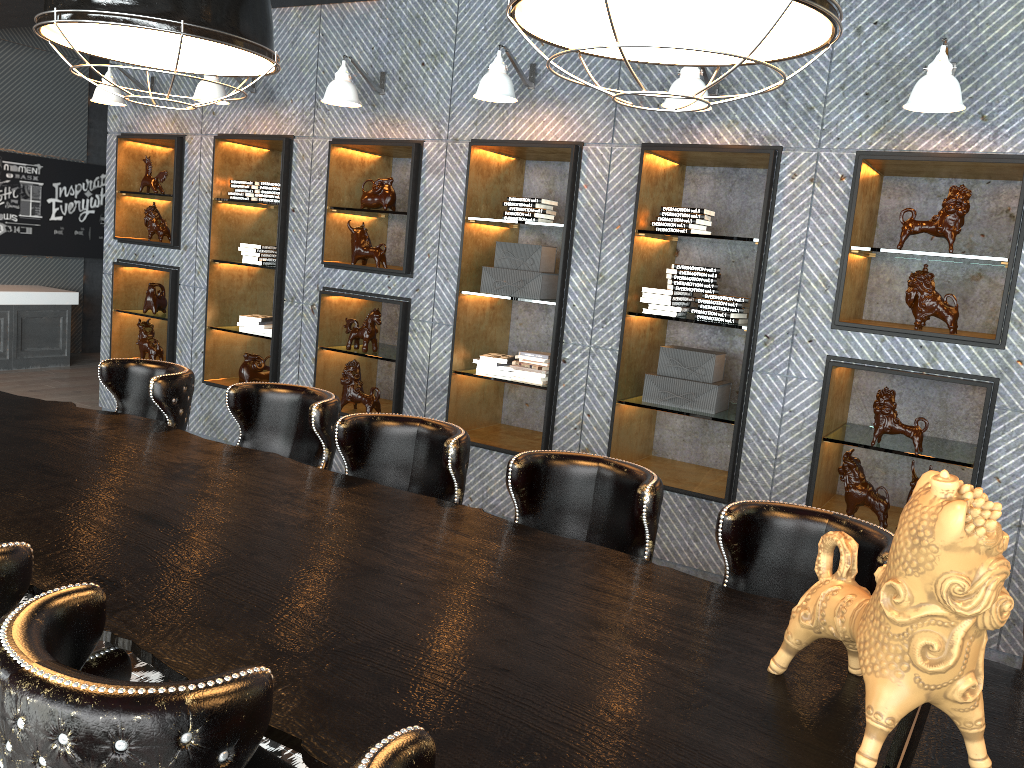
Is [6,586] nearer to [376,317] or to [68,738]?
[68,738]

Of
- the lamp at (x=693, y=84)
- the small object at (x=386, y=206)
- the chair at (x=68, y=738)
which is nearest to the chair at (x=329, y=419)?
the chair at (x=68, y=738)

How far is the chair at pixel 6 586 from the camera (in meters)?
1.66

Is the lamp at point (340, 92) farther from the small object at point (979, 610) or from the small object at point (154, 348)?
the small object at point (979, 610)

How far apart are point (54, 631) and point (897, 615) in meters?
1.4

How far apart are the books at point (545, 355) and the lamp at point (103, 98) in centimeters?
363cm

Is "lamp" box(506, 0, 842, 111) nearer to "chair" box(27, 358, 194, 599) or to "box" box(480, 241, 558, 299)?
"chair" box(27, 358, 194, 599)

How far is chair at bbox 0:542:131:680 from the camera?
1.7 meters

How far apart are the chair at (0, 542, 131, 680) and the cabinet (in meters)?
8.54

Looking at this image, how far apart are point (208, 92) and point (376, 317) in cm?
183
